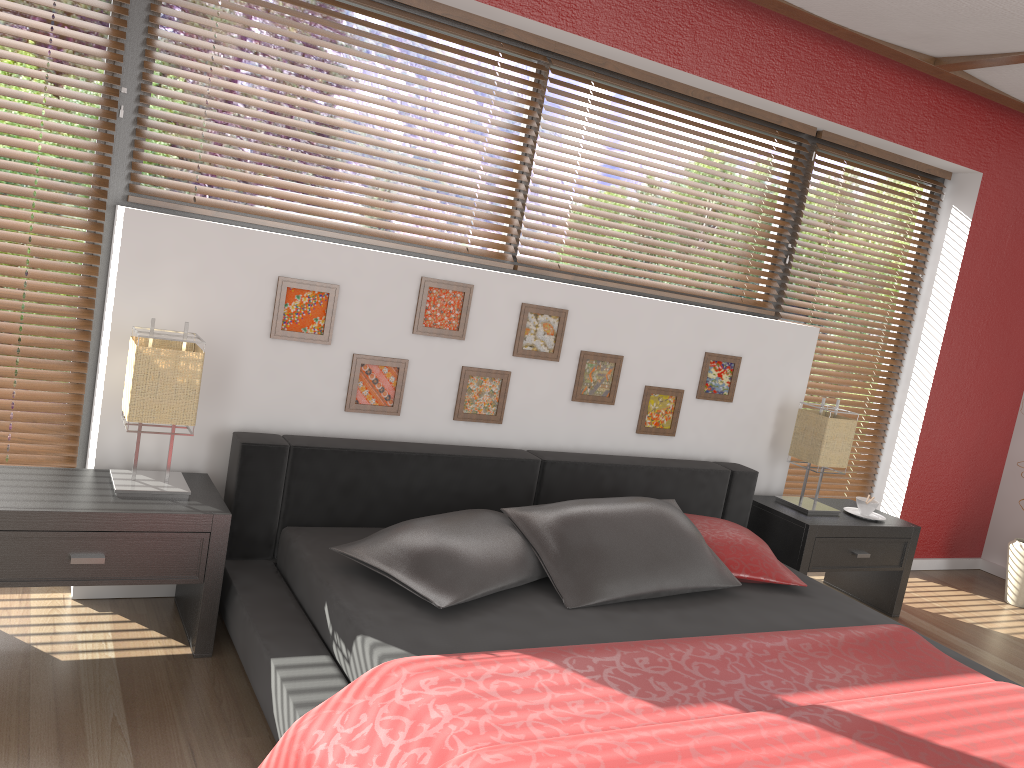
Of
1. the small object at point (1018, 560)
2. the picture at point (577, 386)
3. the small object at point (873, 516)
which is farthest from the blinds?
the small object at point (1018, 560)

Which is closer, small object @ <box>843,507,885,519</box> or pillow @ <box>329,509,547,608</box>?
pillow @ <box>329,509,547,608</box>

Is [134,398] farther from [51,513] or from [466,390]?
[466,390]

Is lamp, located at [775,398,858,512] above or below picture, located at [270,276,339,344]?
below

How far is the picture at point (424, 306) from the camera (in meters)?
3.07

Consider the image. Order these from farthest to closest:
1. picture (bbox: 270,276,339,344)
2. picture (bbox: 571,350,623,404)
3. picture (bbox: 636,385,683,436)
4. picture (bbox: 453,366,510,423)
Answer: picture (bbox: 636,385,683,436), picture (bbox: 571,350,623,404), picture (bbox: 453,366,510,423), picture (bbox: 270,276,339,344)

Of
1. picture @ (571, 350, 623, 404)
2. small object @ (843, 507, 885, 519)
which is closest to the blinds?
picture @ (571, 350, 623, 404)

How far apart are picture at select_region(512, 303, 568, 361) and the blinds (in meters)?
0.33

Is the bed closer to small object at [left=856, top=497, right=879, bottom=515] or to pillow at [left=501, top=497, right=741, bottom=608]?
pillow at [left=501, top=497, right=741, bottom=608]

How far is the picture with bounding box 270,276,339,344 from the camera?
2.84m
